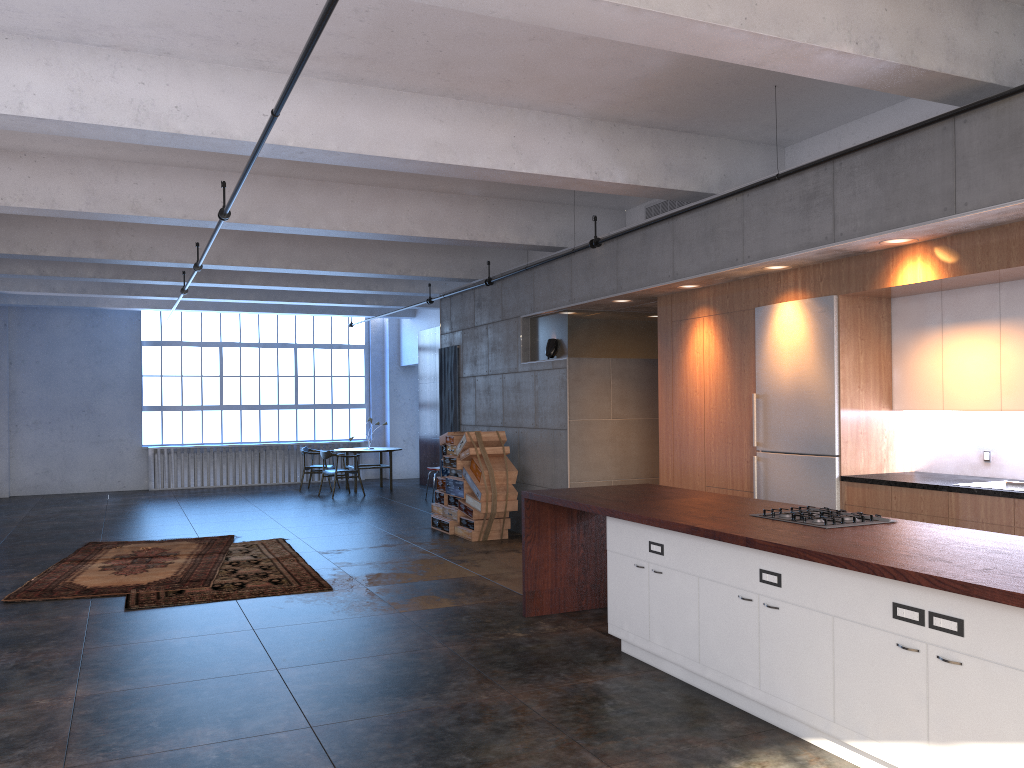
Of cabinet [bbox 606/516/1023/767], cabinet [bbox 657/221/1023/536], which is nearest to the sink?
cabinet [bbox 657/221/1023/536]

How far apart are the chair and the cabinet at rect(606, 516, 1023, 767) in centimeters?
1083cm

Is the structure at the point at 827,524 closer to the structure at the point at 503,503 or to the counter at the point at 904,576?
the counter at the point at 904,576

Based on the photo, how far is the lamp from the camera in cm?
1034

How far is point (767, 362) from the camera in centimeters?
743cm

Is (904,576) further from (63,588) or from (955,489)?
(63,588)

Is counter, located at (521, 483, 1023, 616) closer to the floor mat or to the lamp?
the floor mat

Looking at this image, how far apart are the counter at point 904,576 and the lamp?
3.6 meters

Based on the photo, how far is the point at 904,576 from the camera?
3.4 meters

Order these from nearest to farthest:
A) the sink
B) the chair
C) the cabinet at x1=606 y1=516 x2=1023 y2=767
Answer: the cabinet at x1=606 y1=516 x2=1023 y2=767, the sink, the chair
